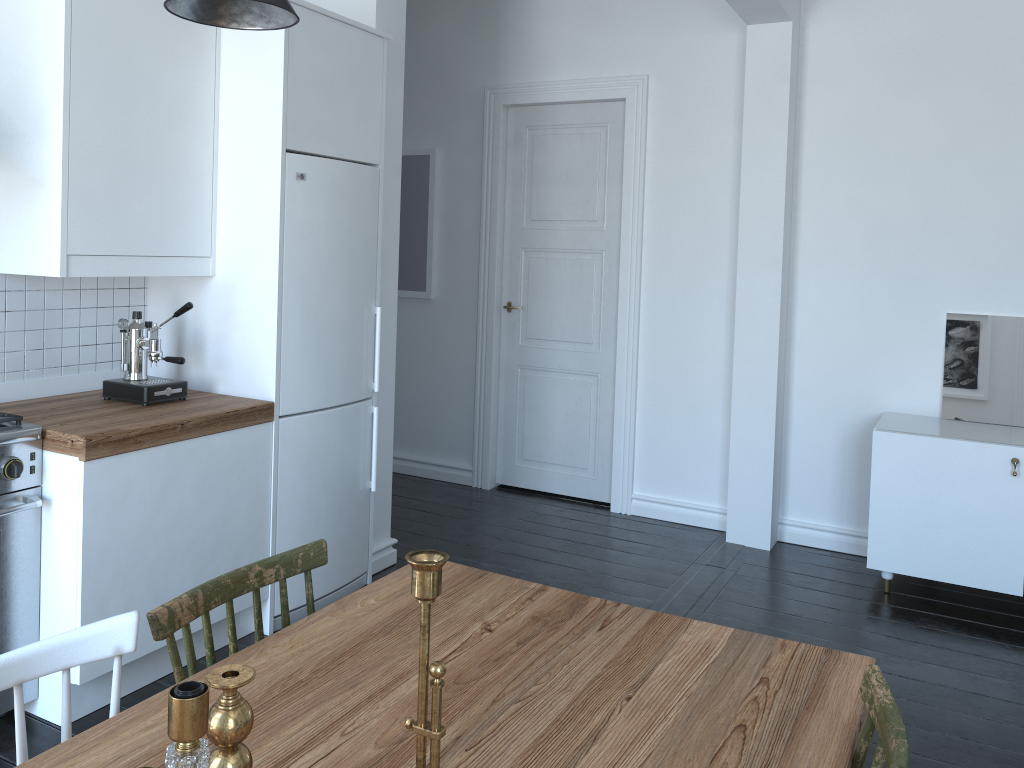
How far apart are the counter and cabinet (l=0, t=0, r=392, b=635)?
0.04m

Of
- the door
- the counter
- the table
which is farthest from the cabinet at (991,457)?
the counter

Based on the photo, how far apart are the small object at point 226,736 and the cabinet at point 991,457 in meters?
3.4

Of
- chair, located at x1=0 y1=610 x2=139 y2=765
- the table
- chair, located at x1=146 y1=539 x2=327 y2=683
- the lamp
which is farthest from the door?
chair, located at x1=0 y1=610 x2=139 y2=765

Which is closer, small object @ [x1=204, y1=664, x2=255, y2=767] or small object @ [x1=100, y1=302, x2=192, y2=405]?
small object @ [x1=204, y1=664, x2=255, y2=767]

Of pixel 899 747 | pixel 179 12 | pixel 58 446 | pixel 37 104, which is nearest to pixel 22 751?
pixel 899 747

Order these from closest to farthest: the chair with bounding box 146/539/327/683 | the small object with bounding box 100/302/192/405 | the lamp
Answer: the chair with bounding box 146/539/327/683 < the lamp < the small object with bounding box 100/302/192/405

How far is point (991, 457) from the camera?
3.7m

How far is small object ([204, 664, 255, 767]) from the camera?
1.0 meters

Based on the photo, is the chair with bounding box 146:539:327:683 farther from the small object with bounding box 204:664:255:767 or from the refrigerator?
the refrigerator
